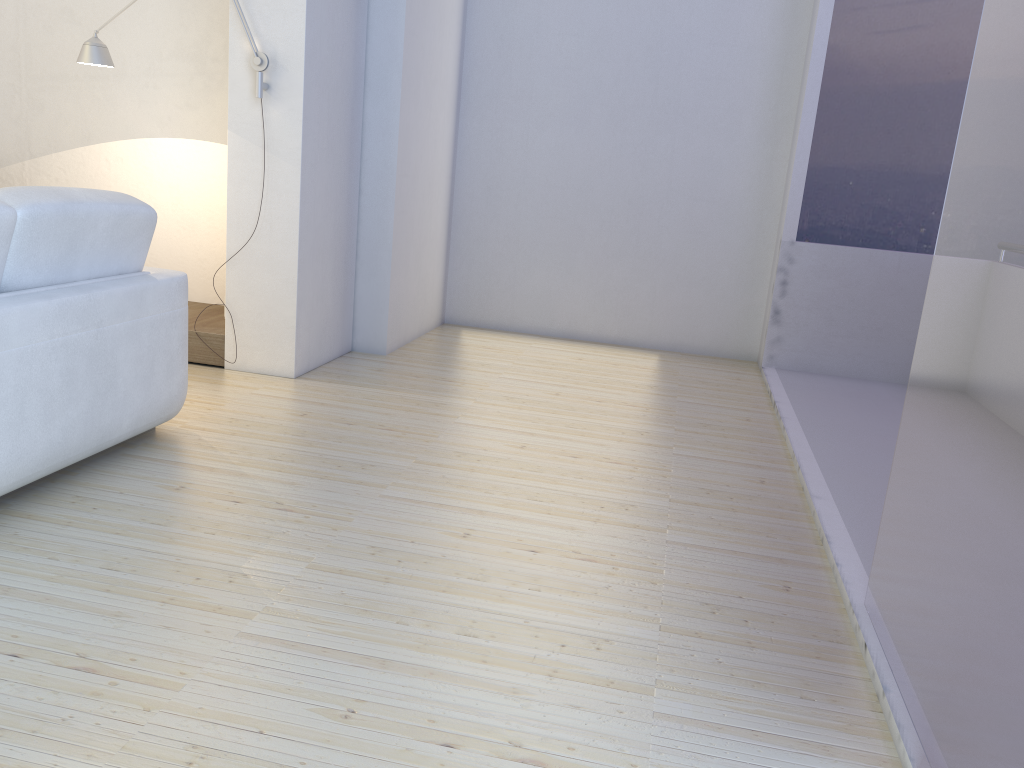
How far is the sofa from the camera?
2.38m

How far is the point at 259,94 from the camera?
3.8m

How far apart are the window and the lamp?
2.82m

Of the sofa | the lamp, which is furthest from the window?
the lamp

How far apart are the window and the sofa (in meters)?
2.25

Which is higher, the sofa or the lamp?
the lamp

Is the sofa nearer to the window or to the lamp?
the lamp

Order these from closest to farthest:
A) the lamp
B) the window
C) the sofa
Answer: the window < the sofa < the lamp

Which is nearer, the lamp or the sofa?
the sofa

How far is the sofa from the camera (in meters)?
2.38
